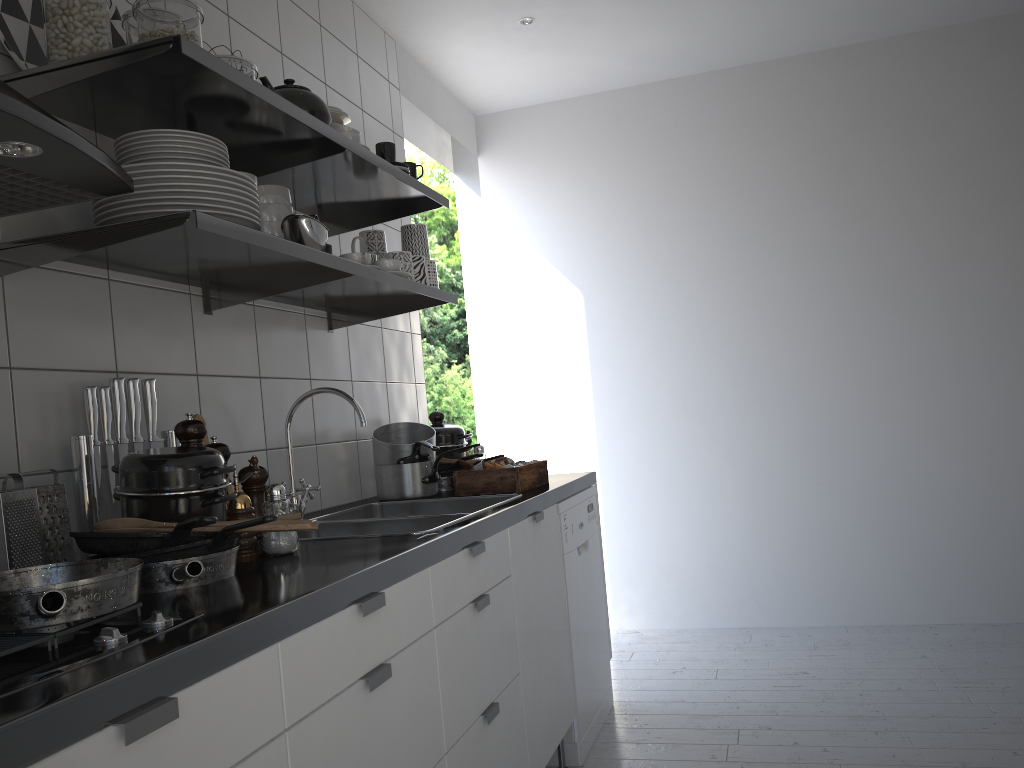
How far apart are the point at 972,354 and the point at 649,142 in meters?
1.7 m

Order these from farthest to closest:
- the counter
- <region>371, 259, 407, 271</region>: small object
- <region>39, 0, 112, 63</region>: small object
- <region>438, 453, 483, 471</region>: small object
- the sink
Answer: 1. <region>438, 453, 483, 471</region>: small object
2. <region>371, 259, 407, 271</region>: small object
3. the sink
4. <region>39, 0, 112, 63</region>: small object
5. the counter

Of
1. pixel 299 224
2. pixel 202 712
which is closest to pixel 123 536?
pixel 202 712

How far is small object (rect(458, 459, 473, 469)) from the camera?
2.7m

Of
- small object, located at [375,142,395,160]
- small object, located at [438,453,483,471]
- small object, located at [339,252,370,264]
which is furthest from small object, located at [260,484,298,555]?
small object, located at [438,453,483,471]

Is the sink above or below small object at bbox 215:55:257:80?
below

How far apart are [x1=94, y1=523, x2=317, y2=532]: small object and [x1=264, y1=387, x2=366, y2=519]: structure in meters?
0.8 m

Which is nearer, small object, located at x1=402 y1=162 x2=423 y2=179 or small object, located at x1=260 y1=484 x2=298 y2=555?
small object, located at x1=260 y1=484 x2=298 y2=555

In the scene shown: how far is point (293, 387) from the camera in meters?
2.5 m

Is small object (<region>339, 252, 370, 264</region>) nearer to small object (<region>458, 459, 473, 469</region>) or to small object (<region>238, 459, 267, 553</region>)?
small object (<region>238, 459, 267, 553</region>)
